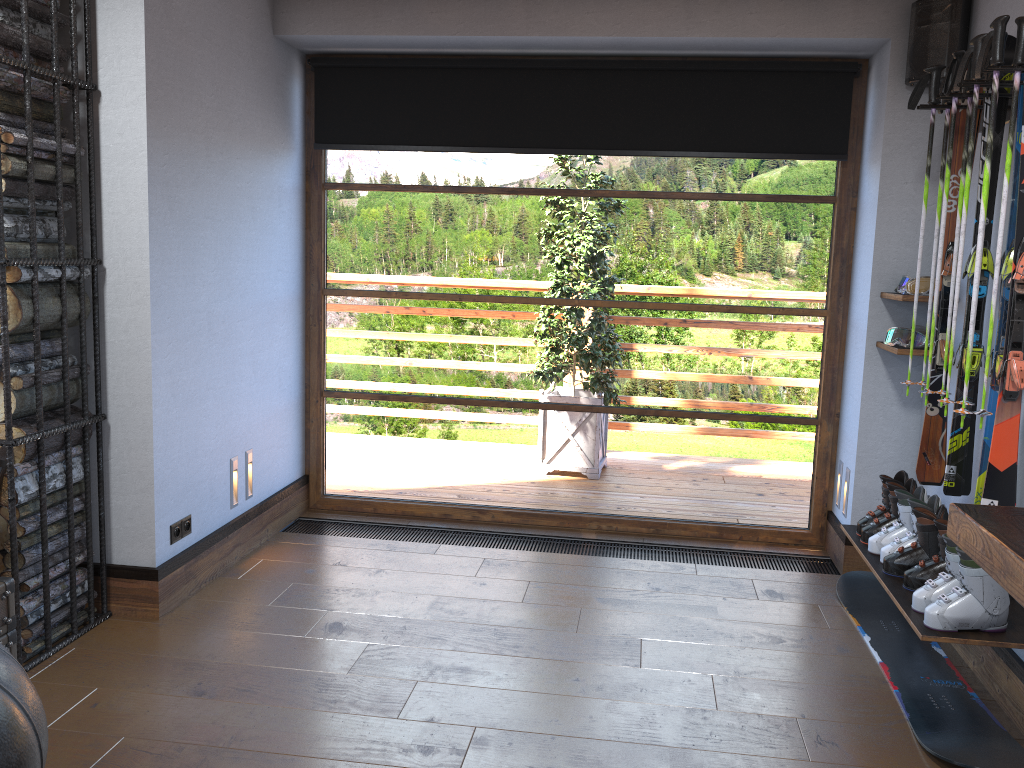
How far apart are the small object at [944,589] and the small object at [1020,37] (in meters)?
0.40

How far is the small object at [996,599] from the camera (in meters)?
2.63

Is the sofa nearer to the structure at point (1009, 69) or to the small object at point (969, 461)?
the structure at point (1009, 69)

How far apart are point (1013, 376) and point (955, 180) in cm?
97

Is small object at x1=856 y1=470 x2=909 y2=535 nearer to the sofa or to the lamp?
the lamp

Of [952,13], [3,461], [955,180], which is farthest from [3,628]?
[952,13]

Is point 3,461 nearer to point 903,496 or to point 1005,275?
point 903,496

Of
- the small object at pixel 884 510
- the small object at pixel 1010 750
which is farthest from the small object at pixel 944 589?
the small object at pixel 884 510

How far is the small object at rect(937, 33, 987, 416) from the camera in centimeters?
281cm

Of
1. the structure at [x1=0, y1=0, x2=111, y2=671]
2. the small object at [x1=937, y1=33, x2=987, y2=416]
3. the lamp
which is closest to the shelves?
the small object at [x1=937, y1=33, x2=987, y2=416]
